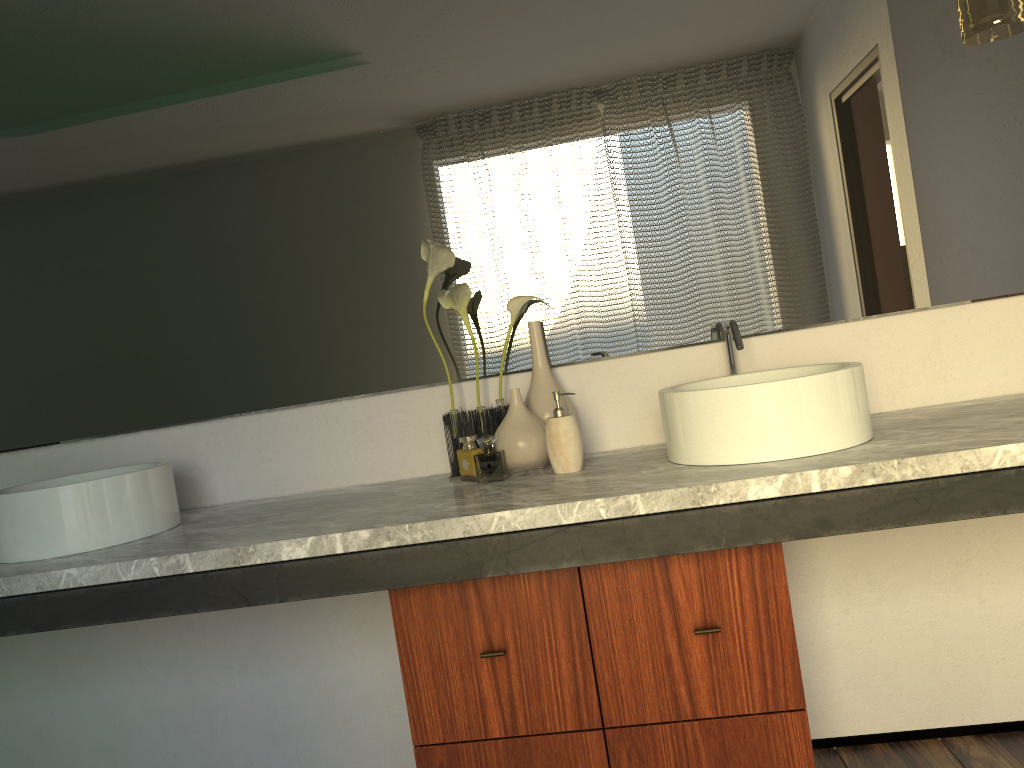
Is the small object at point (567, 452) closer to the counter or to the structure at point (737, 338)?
the counter

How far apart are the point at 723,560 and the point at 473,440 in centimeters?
56cm

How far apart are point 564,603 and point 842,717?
0.9 meters

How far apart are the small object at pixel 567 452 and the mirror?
0.2m

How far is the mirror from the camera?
1.85m

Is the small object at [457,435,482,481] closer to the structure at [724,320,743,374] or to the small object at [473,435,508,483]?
the small object at [473,435,508,483]

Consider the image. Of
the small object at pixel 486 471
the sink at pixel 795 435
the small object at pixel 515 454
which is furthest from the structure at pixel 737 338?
the small object at pixel 486 471

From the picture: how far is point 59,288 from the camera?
2.0m

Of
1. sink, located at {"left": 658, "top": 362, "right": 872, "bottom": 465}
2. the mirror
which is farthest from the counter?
the mirror

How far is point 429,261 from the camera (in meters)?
1.81
